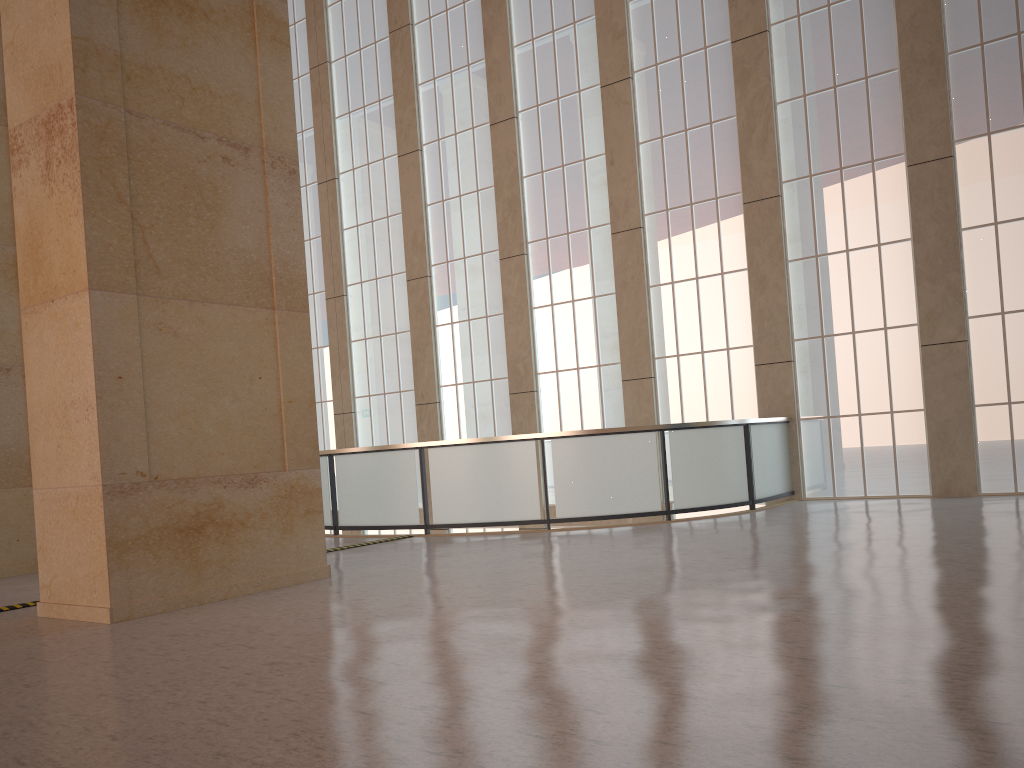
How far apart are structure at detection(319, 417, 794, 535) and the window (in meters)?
0.46

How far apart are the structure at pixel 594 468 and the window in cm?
46

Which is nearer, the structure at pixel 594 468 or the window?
the structure at pixel 594 468

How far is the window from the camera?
16.8 meters

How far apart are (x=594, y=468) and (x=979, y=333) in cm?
784

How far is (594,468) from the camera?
15.9m

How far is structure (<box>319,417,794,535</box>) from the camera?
15.85m

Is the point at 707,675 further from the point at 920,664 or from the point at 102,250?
the point at 102,250

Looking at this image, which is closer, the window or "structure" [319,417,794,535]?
"structure" [319,417,794,535]

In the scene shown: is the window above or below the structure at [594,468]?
above
